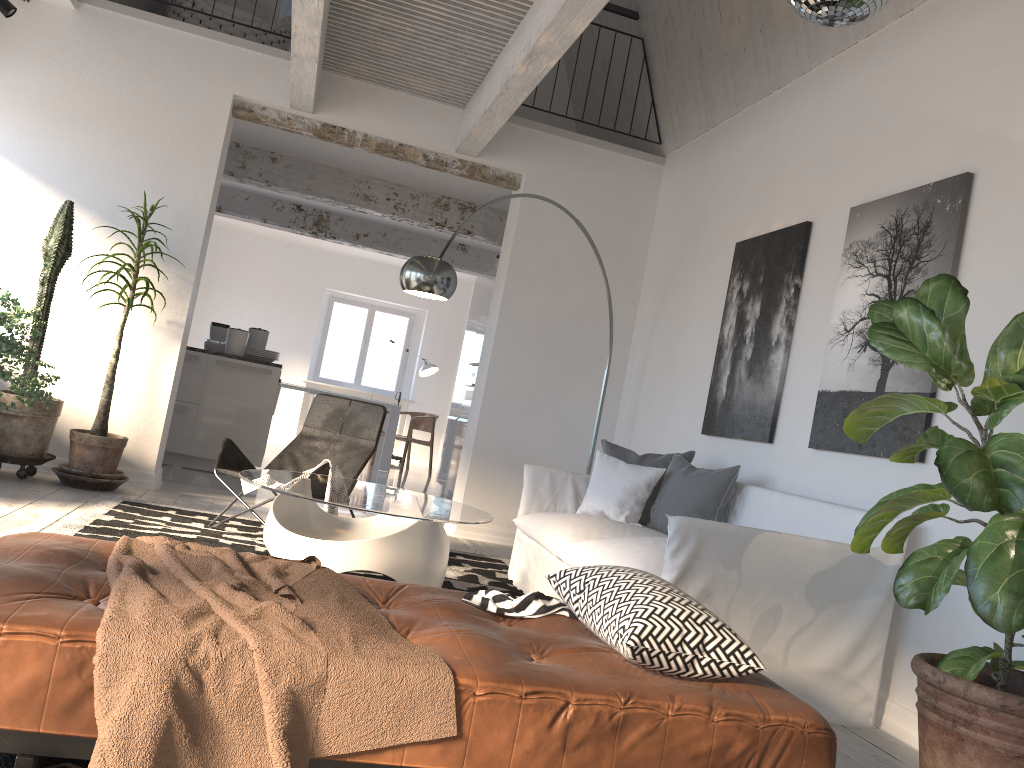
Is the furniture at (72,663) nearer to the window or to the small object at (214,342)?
the small object at (214,342)

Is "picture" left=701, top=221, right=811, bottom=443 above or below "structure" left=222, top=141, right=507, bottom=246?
below

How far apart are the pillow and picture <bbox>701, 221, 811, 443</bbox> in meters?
0.2 m

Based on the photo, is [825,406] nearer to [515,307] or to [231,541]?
[515,307]

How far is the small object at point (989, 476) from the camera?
2.2 meters

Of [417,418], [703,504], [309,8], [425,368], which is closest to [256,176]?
[309,8]

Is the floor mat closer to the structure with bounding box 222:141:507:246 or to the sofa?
the sofa

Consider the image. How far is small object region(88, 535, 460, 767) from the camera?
1.6m

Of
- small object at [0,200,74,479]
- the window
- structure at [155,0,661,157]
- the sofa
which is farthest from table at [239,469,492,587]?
the window

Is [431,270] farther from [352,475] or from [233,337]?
[233,337]
